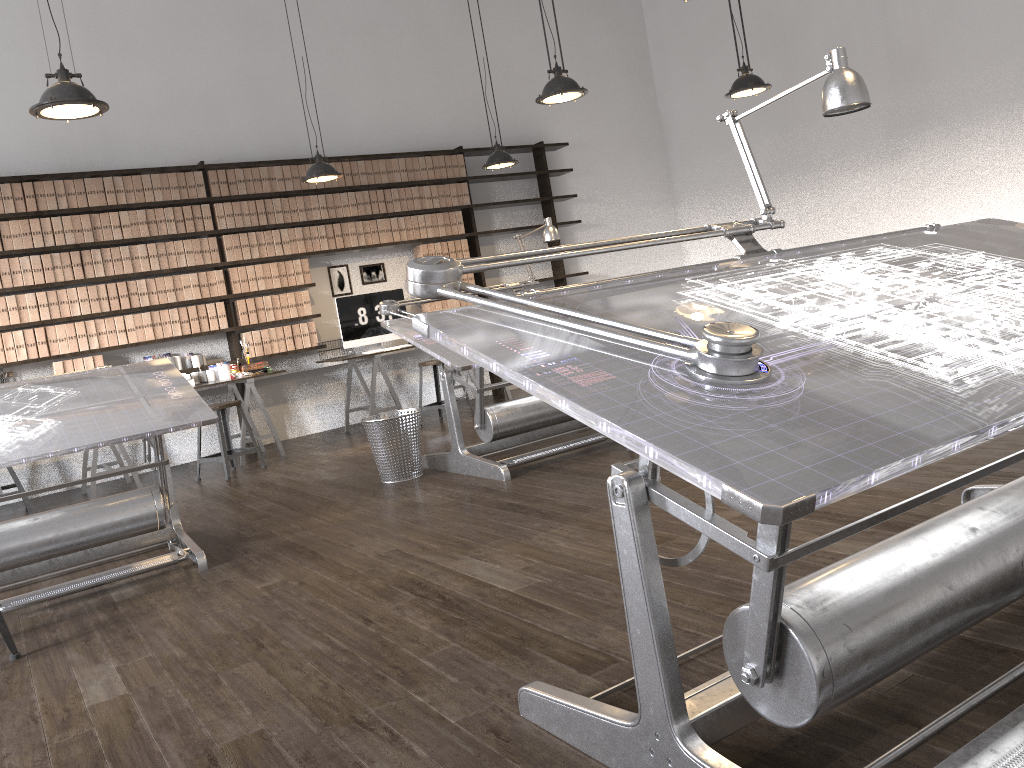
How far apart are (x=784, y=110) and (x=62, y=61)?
6.47m

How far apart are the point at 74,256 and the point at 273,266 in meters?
1.5

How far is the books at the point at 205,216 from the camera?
7.3 meters

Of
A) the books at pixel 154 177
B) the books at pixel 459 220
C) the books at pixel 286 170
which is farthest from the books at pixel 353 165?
the books at pixel 154 177

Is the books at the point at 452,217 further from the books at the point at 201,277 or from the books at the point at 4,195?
the books at the point at 4,195

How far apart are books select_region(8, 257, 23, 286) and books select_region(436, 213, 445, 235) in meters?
3.6 m

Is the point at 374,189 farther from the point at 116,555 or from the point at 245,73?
the point at 116,555

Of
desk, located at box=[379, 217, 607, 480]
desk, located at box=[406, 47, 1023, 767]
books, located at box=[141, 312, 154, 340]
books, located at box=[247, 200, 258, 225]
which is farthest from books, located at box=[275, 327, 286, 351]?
desk, located at box=[406, 47, 1023, 767]

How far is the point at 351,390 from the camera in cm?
838

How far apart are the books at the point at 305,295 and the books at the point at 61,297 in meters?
1.9 m
